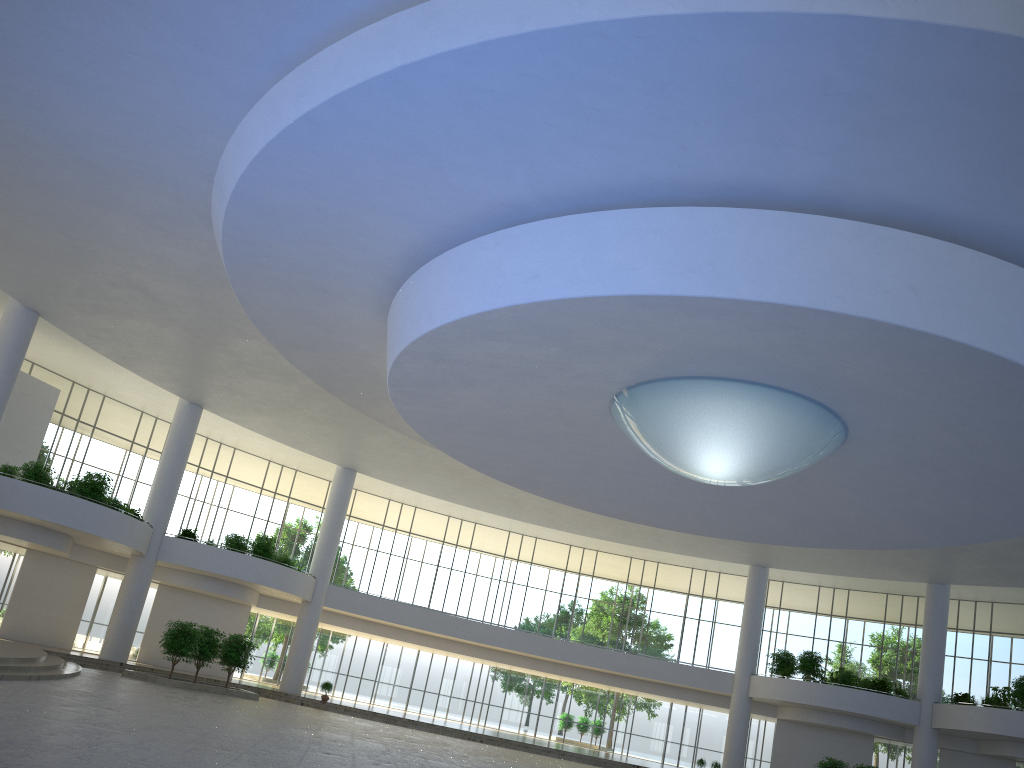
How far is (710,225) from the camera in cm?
3046

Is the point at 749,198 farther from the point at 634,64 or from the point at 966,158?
the point at 634,64
